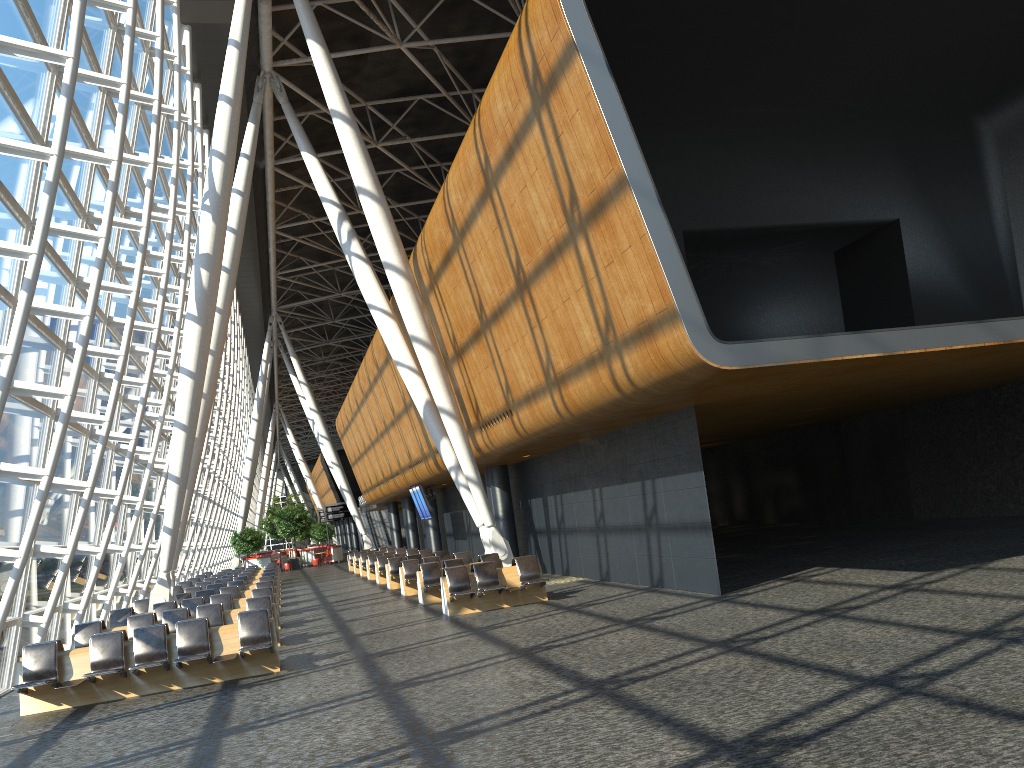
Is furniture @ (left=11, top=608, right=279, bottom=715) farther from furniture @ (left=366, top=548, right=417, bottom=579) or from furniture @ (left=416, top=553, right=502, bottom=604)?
furniture @ (left=366, top=548, right=417, bottom=579)

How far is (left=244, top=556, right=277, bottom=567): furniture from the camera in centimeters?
4930cm

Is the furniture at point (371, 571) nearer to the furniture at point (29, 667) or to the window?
the window

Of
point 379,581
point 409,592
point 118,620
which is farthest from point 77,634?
point 379,581

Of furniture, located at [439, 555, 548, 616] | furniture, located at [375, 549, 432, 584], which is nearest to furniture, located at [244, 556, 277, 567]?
furniture, located at [375, 549, 432, 584]

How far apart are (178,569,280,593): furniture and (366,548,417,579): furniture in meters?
5.8

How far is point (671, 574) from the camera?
15.3m

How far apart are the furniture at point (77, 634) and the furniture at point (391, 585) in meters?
9.1 m

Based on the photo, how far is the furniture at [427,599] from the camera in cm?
1864

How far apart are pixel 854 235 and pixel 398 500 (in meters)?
31.57
